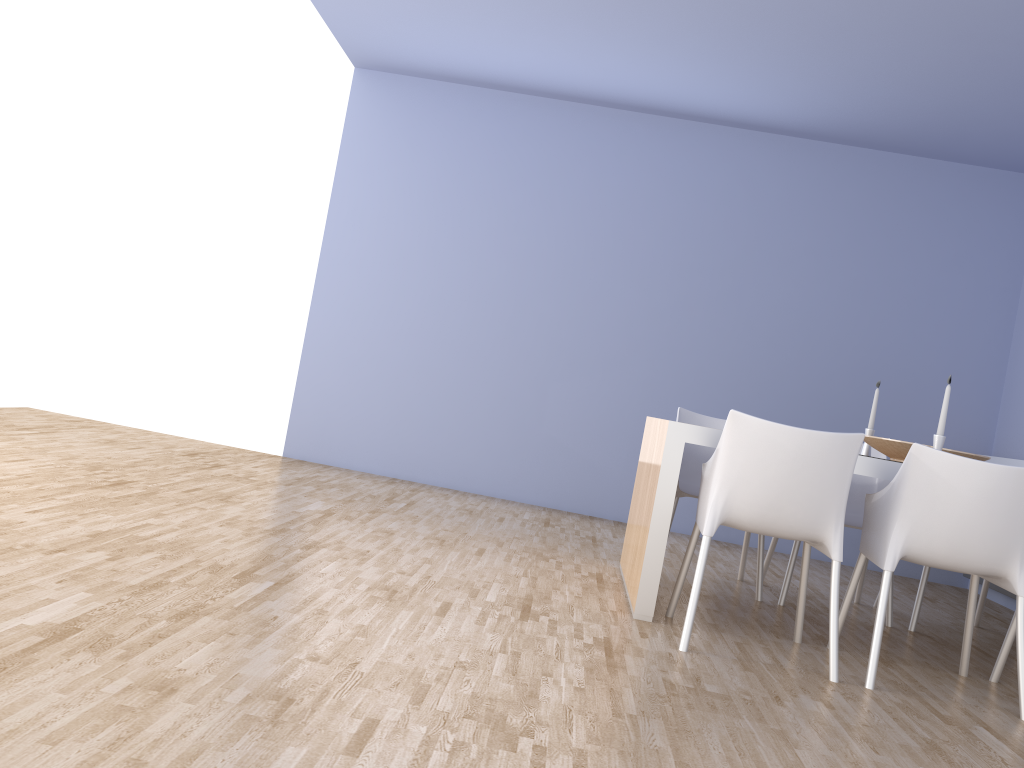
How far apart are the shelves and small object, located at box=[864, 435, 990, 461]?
1.33m

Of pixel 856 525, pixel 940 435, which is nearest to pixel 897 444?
pixel 940 435

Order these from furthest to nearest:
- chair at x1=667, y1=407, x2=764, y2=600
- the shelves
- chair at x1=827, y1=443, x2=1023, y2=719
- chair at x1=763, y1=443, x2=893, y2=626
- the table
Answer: the shelves, chair at x1=667, y1=407, x2=764, y2=600, chair at x1=763, y1=443, x2=893, y2=626, the table, chair at x1=827, y1=443, x2=1023, y2=719

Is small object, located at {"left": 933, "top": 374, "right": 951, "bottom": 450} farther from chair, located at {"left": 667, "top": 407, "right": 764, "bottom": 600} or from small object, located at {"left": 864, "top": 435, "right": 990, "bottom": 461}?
chair, located at {"left": 667, "top": 407, "right": 764, "bottom": 600}

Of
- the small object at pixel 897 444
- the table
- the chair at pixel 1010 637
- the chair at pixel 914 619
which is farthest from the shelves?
the table

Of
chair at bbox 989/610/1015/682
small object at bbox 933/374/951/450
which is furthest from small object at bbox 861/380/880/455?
chair at bbox 989/610/1015/682

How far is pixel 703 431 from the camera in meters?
3.2

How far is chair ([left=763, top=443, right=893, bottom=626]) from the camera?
4.1m

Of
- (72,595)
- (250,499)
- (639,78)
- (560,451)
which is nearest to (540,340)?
(560,451)

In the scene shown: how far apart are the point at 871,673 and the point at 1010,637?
0.7m
